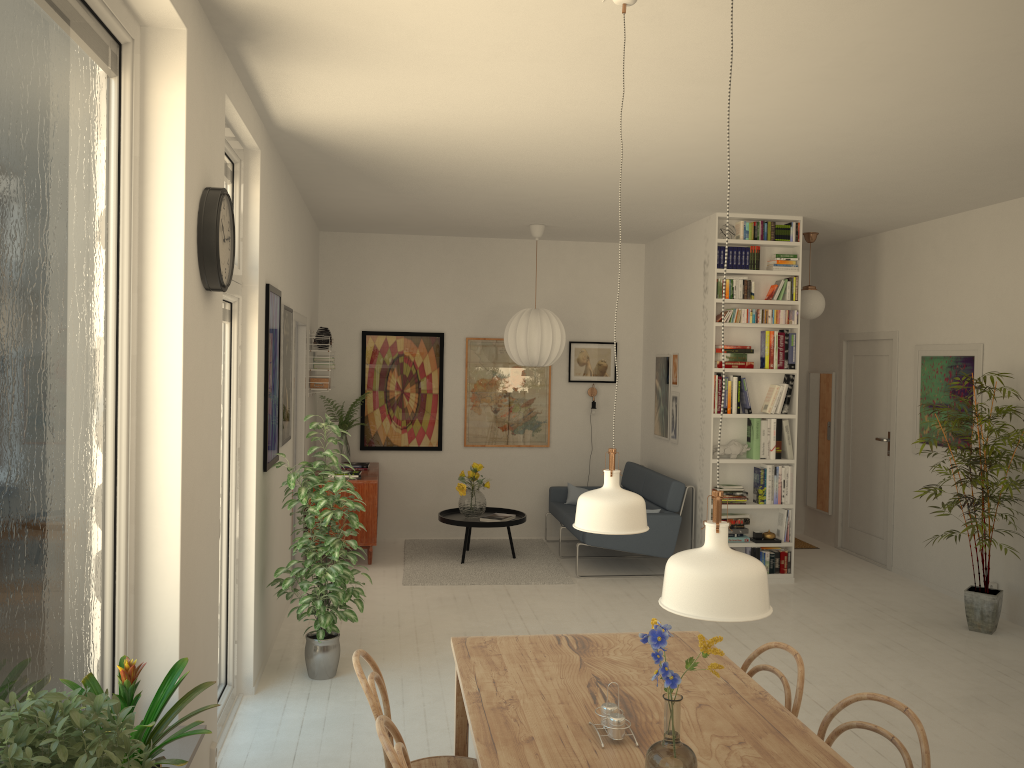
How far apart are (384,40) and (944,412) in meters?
5.4

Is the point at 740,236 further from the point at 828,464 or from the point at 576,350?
the point at 828,464

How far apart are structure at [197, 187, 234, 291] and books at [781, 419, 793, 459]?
5.0 meters

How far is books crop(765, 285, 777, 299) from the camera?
7.0 meters

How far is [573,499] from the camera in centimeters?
835cm

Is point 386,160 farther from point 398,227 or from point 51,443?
point 51,443

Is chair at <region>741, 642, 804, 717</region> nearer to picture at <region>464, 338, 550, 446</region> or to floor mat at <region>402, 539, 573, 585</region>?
floor mat at <region>402, 539, 573, 585</region>

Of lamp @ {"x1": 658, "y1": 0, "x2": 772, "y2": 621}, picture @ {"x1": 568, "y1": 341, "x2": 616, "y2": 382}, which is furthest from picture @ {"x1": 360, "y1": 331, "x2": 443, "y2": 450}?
lamp @ {"x1": 658, "y1": 0, "x2": 772, "y2": 621}

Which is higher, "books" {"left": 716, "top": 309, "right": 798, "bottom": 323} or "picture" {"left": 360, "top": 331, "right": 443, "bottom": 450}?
"books" {"left": 716, "top": 309, "right": 798, "bottom": 323}

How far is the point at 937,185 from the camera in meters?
5.7 m
